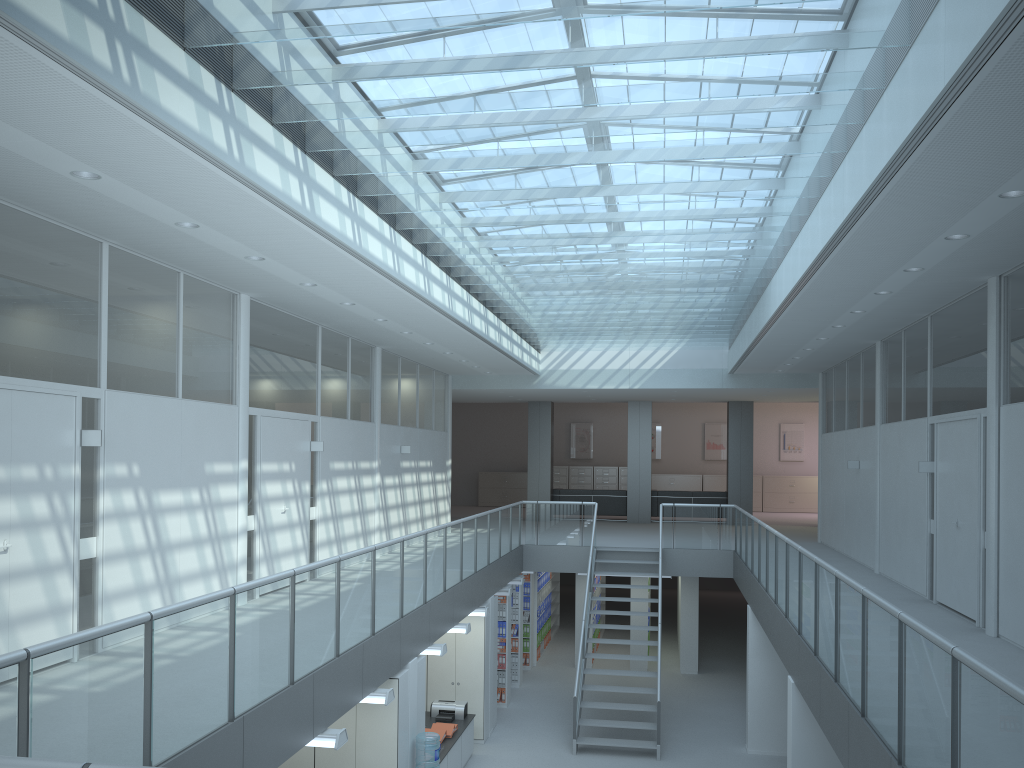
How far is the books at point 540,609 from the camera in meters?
16.2 m

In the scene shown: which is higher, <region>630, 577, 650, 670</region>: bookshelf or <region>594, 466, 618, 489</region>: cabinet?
<region>594, 466, 618, 489</region>: cabinet

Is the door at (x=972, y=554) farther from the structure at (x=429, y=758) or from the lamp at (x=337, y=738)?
the lamp at (x=337, y=738)

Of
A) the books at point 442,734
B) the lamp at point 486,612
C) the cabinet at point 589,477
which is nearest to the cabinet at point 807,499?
the cabinet at point 589,477

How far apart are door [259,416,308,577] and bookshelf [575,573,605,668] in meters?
6.8

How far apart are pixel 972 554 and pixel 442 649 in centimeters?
506cm

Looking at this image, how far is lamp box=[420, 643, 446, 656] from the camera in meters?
8.8

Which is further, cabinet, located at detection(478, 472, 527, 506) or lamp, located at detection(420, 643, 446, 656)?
cabinet, located at detection(478, 472, 527, 506)

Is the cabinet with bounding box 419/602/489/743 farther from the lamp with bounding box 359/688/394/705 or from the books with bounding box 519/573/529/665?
the lamp with bounding box 359/688/394/705

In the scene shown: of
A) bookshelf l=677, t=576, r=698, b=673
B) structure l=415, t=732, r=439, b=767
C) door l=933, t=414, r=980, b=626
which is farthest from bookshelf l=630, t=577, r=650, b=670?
structure l=415, t=732, r=439, b=767
